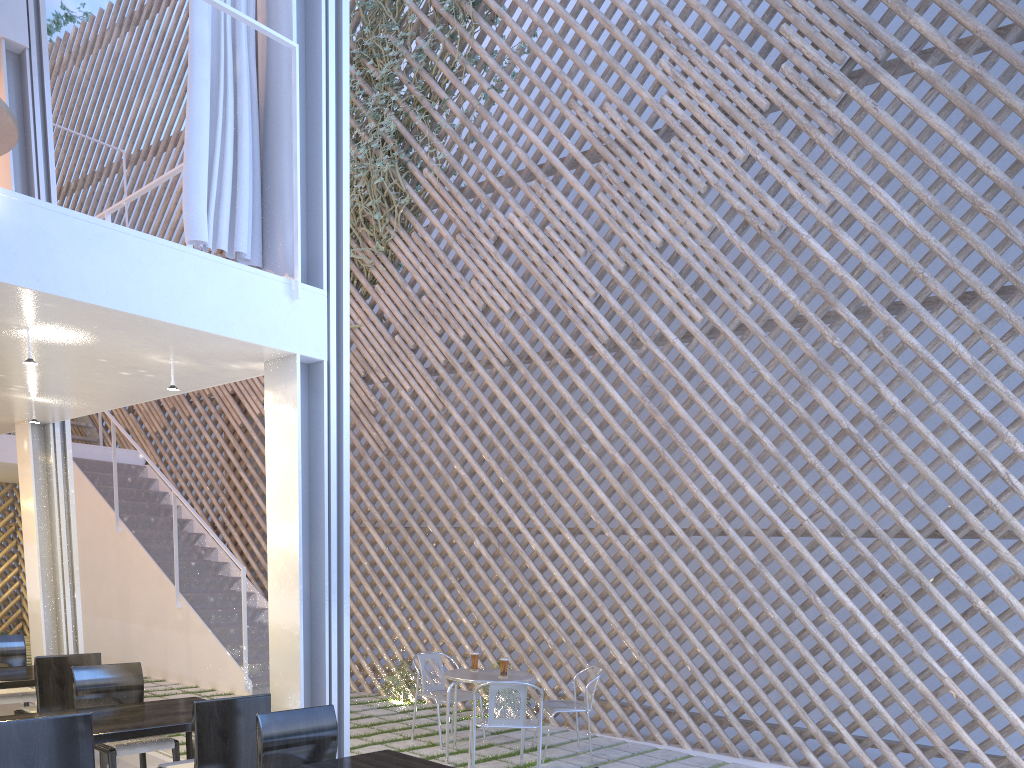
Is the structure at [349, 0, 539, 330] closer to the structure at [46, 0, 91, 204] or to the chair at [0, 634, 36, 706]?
the chair at [0, 634, 36, 706]

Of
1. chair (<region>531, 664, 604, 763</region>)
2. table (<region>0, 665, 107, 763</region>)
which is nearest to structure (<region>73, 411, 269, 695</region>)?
table (<region>0, 665, 107, 763</region>)

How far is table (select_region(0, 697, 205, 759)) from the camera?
1.8m

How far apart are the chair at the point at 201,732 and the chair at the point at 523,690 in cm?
87

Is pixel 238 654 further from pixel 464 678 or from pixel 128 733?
pixel 128 733

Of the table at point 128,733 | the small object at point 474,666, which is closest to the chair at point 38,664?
the table at point 128,733

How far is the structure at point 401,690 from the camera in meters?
4.0

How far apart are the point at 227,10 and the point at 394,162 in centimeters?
248cm

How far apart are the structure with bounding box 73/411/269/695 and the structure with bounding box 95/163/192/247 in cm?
178

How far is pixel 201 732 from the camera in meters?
1.7
